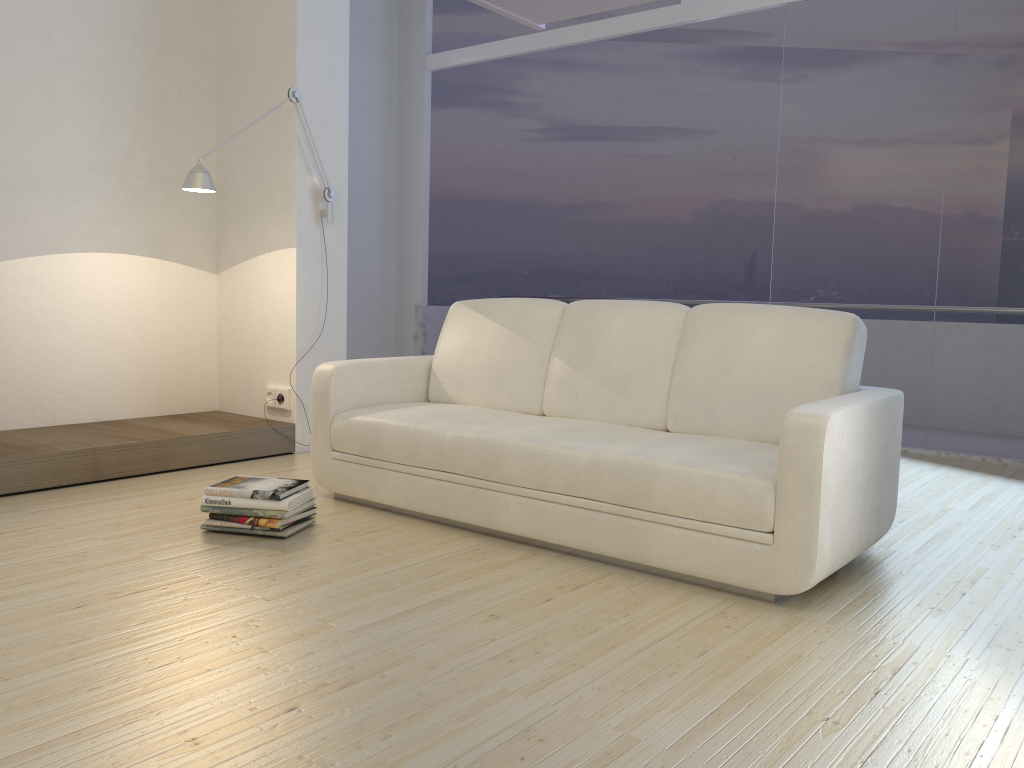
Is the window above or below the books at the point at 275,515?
above

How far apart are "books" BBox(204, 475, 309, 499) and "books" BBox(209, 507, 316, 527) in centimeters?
9cm

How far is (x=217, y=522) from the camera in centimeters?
312cm

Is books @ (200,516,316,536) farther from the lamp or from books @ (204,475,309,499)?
the lamp

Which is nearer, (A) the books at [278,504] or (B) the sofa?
(B) the sofa

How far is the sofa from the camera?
2.54m

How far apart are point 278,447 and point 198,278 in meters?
1.1 m

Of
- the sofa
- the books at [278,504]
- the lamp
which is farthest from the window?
the books at [278,504]

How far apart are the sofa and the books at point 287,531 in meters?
0.3 m

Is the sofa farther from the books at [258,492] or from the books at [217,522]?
the books at [217,522]
